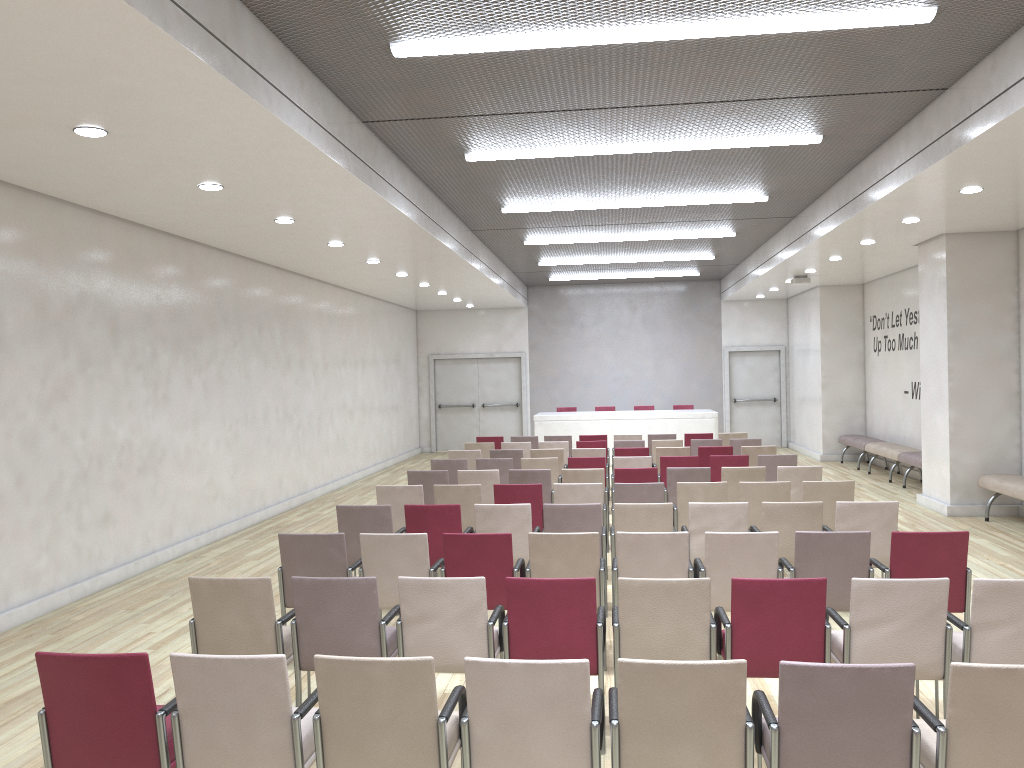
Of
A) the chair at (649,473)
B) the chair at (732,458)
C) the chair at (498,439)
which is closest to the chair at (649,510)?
the chair at (649,473)

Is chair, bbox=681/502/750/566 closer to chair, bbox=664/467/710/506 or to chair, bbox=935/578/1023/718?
chair, bbox=935/578/1023/718

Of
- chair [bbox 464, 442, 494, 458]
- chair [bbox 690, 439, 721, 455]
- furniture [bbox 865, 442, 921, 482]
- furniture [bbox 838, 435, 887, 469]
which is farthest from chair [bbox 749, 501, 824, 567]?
furniture [bbox 838, 435, 887, 469]

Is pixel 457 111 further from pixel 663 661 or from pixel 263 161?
pixel 663 661

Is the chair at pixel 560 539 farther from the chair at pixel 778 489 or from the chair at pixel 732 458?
the chair at pixel 732 458

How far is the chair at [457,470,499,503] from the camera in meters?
9.3 m

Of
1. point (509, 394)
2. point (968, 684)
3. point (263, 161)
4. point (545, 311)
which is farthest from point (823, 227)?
point (509, 394)

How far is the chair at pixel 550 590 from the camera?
4.4 meters

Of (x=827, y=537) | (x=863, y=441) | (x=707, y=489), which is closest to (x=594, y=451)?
(x=707, y=489)

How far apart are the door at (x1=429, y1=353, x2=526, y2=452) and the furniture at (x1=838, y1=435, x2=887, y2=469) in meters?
7.5
